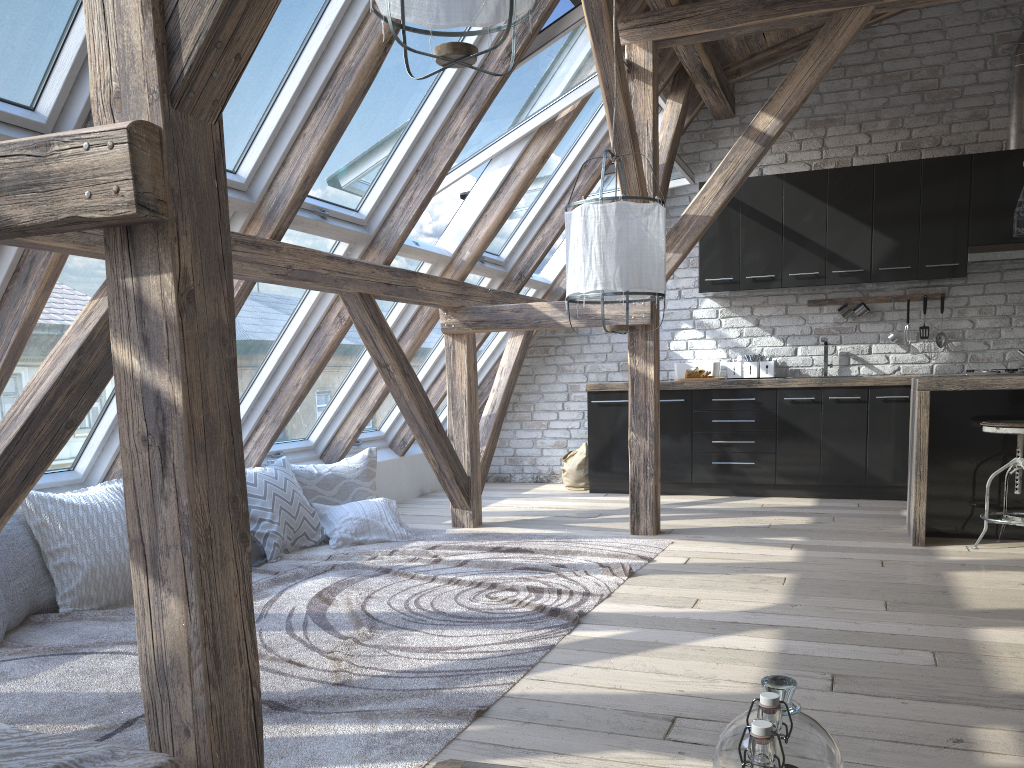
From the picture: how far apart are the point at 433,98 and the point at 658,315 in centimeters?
173cm

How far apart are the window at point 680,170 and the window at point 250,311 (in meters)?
2.12

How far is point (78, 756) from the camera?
1.42m

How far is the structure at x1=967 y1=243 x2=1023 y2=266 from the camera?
5.9m

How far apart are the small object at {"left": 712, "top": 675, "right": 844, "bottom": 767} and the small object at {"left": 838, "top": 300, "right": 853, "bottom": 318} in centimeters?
595cm

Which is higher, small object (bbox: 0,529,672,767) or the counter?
the counter

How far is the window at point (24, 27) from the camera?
2.52m

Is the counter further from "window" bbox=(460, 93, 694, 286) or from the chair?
"window" bbox=(460, 93, 694, 286)

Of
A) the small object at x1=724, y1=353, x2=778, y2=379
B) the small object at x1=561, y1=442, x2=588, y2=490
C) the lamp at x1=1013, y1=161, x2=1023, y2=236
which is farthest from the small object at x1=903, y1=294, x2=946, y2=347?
the small object at x1=561, y1=442, x2=588, y2=490

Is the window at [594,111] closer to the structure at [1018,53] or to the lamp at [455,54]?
the structure at [1018,53]
